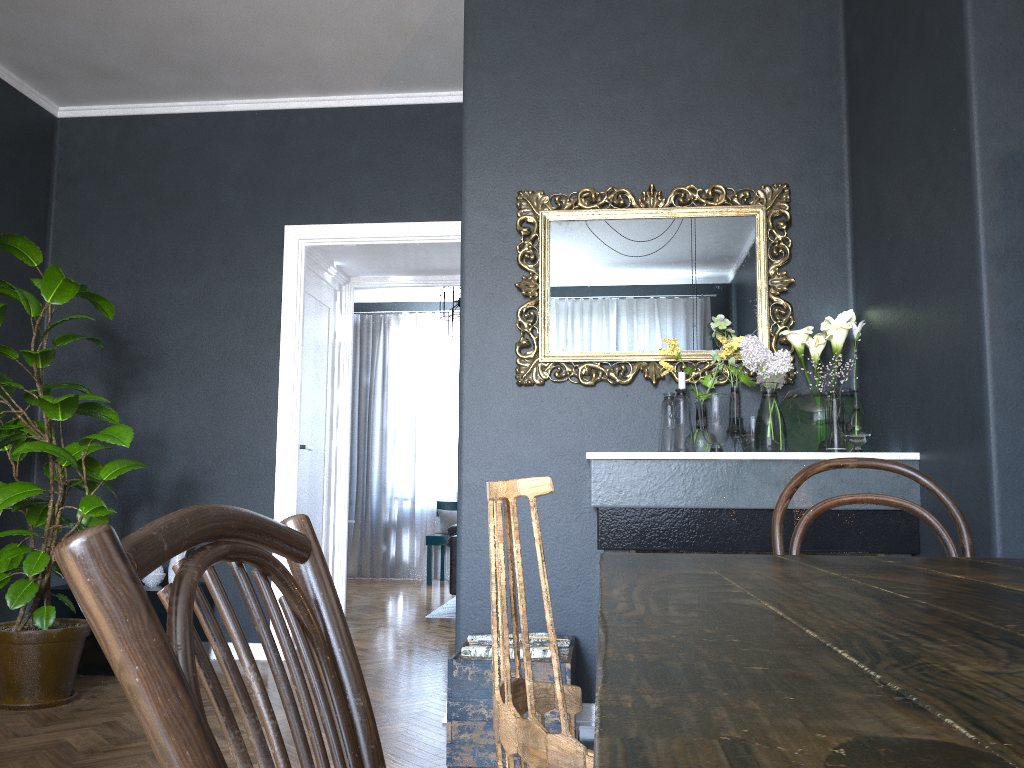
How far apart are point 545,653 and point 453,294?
4.67m

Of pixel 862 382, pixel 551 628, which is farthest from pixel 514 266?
pixel 551 628

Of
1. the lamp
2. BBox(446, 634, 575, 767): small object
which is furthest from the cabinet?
the lamp

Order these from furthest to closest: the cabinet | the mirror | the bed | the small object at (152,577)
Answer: the bed < the small object at (152,577) < the cabinet < the mirror

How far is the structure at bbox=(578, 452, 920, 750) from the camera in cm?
266

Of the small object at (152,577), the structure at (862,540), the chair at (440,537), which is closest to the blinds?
the chair at (440,537)

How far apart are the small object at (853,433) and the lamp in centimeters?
411cm

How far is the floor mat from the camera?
6.3 meters

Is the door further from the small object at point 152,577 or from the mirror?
the mirror

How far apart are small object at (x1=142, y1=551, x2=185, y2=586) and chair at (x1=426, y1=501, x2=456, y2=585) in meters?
4.2 m
